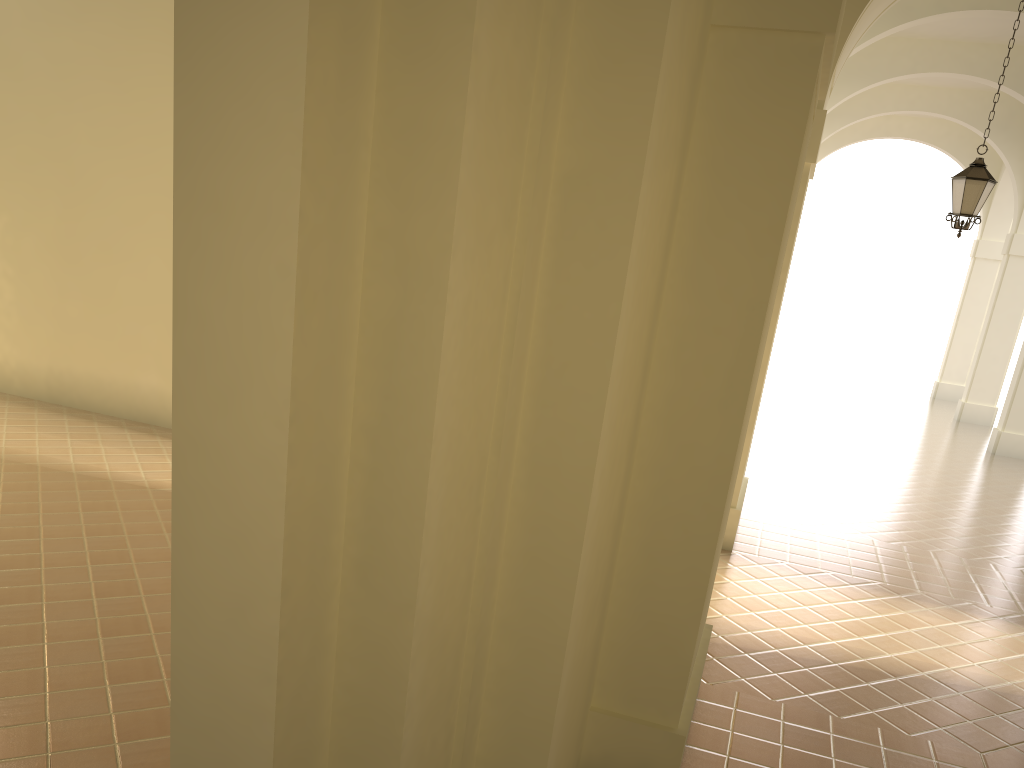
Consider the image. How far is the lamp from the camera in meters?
10.4 m

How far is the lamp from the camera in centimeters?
1040cm

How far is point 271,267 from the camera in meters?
2.2

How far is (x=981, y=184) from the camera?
10.4 meters
